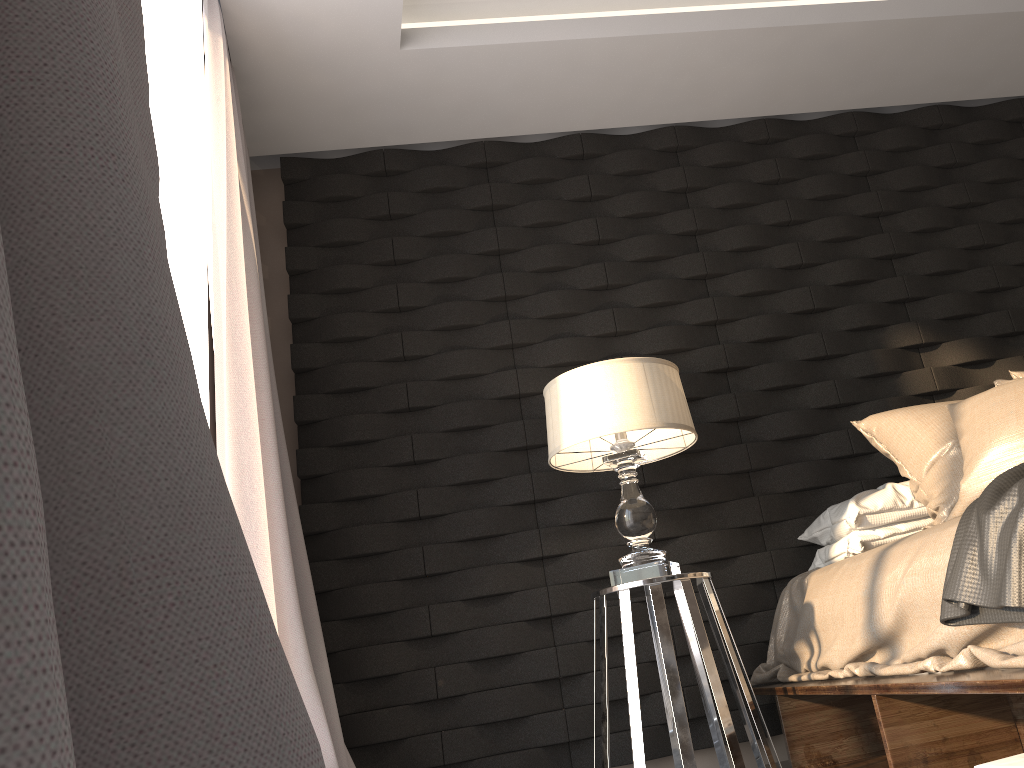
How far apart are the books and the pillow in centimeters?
83cm

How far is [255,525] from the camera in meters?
2.3

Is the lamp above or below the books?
above

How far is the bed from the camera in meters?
1.7

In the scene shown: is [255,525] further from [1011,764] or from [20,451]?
[20,451]

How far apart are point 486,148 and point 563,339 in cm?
89

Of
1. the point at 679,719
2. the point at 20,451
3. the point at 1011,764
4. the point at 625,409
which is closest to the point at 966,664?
the point at 1011,764

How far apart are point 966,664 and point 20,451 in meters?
1.8

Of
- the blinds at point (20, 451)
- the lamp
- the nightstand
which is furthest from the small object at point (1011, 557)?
the blinds at point (20, 451)

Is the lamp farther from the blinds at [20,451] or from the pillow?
the blinds at [20,451]
